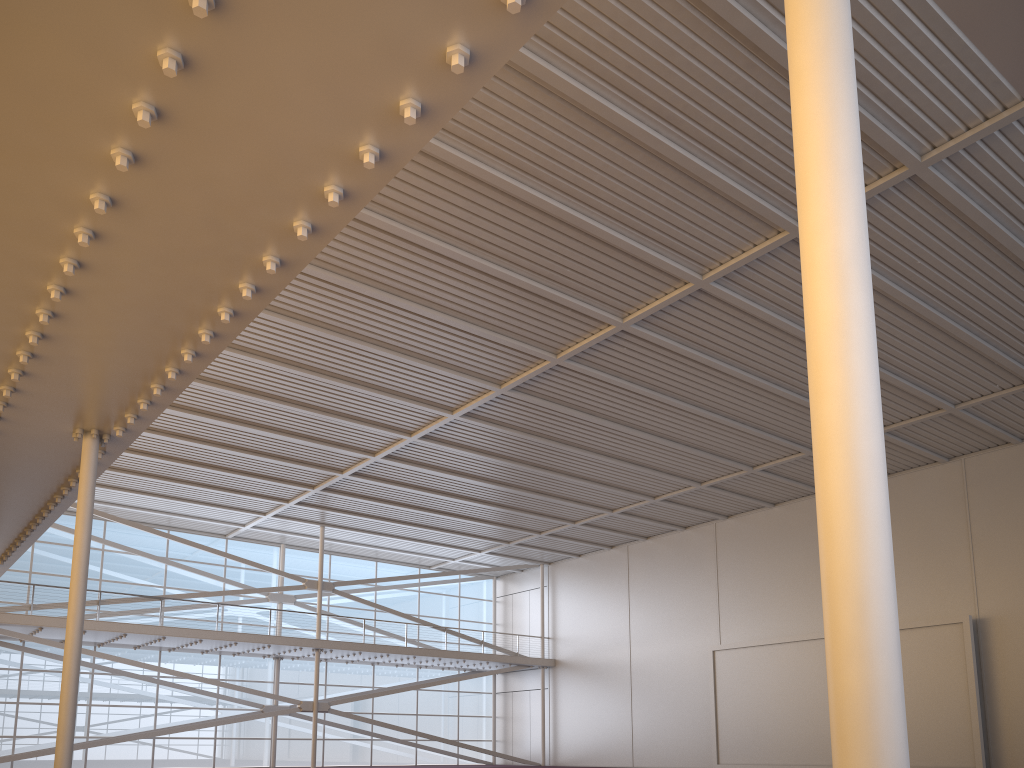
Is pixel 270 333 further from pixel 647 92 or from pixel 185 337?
pixel 185 337

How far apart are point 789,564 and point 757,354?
13.3 meters
